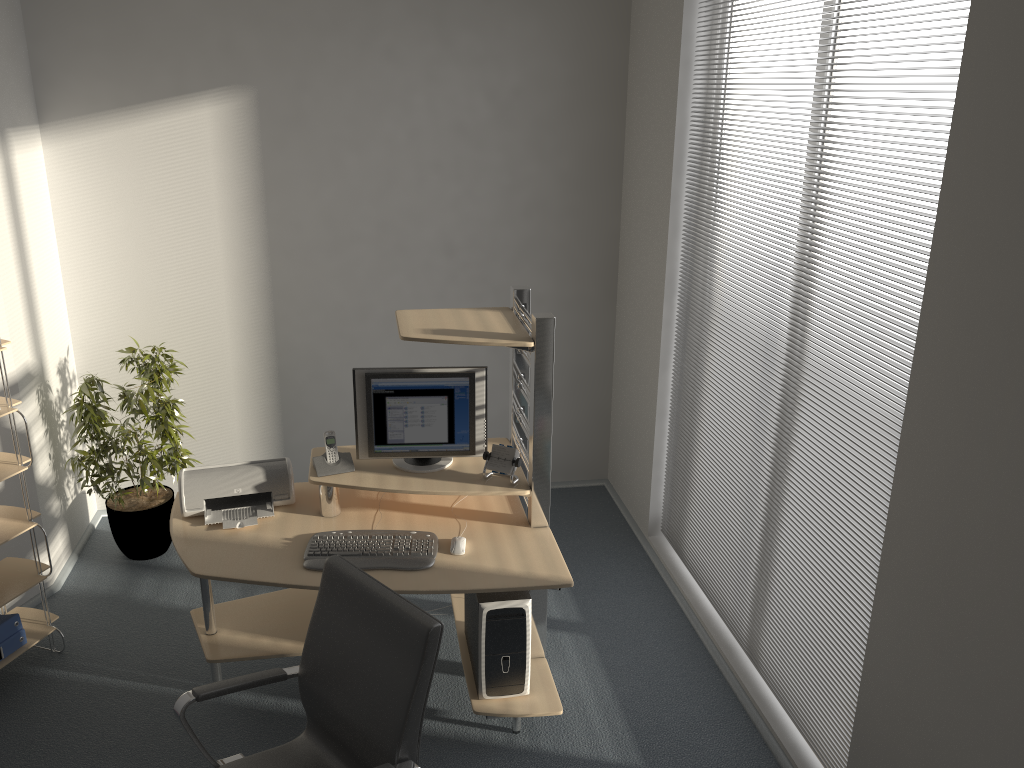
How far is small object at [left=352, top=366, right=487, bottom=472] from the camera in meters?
3.4

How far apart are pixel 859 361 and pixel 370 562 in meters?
1.8 m

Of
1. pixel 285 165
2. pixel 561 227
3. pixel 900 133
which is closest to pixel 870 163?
pixel 900 133

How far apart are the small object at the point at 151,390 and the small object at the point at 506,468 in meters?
1.8 m

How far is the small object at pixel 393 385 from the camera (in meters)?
3.42

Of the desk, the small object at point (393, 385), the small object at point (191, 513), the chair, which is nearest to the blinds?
the desk

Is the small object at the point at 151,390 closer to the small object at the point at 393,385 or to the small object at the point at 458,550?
the small object at the point at 393,385

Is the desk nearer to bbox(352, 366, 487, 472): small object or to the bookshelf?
bbox(352, 366, 487, 472): small object

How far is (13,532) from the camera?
3.54m

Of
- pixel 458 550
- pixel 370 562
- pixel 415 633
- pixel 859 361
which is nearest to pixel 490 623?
pixel 458 550
